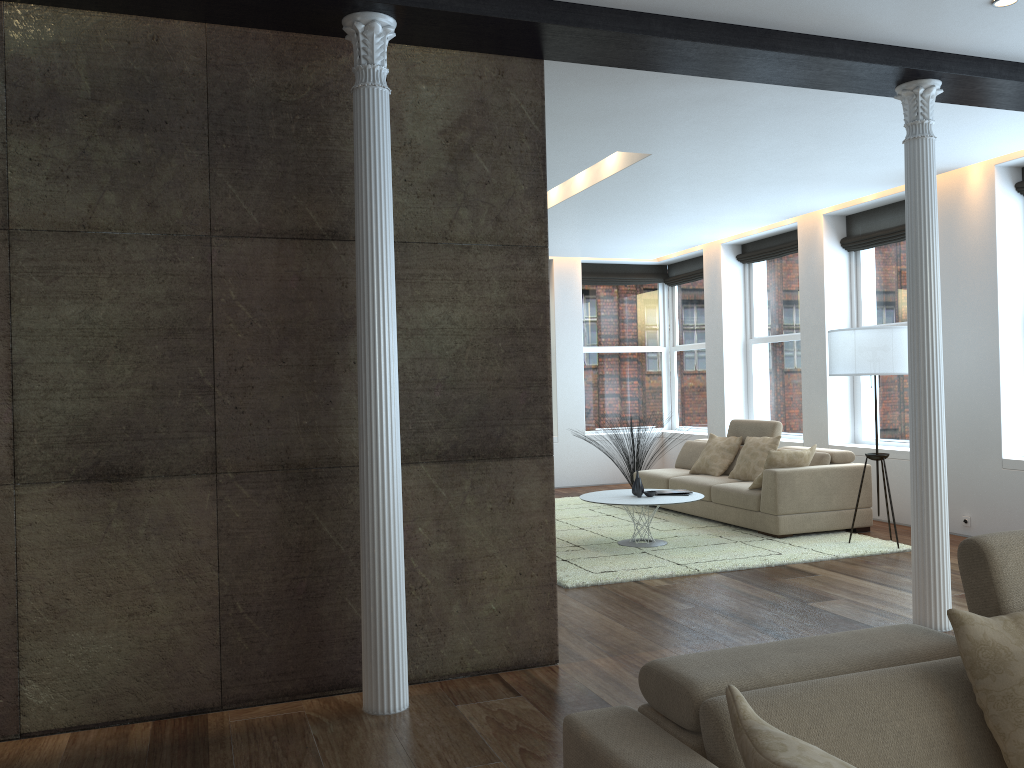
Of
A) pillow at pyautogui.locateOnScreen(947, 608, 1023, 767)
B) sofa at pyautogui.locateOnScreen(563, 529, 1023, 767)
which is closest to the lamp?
sofa at pyautogui.locateOnScreen(563, 529, 1023, 767)

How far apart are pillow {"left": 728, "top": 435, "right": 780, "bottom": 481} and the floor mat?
A: 0.55m

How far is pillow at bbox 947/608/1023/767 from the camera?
1.8 meters

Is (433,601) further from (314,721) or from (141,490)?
(141,490)

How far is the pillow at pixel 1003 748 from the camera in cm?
183

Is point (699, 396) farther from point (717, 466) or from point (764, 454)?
point (764, 454)

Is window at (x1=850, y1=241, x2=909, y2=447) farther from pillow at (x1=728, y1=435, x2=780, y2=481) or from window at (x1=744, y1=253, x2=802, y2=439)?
pillow at (x1=728, y1=435, x2=780, y2=481)

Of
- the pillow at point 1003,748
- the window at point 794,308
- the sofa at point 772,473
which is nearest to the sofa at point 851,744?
the pillow at point 1003,748

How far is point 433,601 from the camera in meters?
4.1

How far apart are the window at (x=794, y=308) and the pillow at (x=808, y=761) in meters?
8.6
